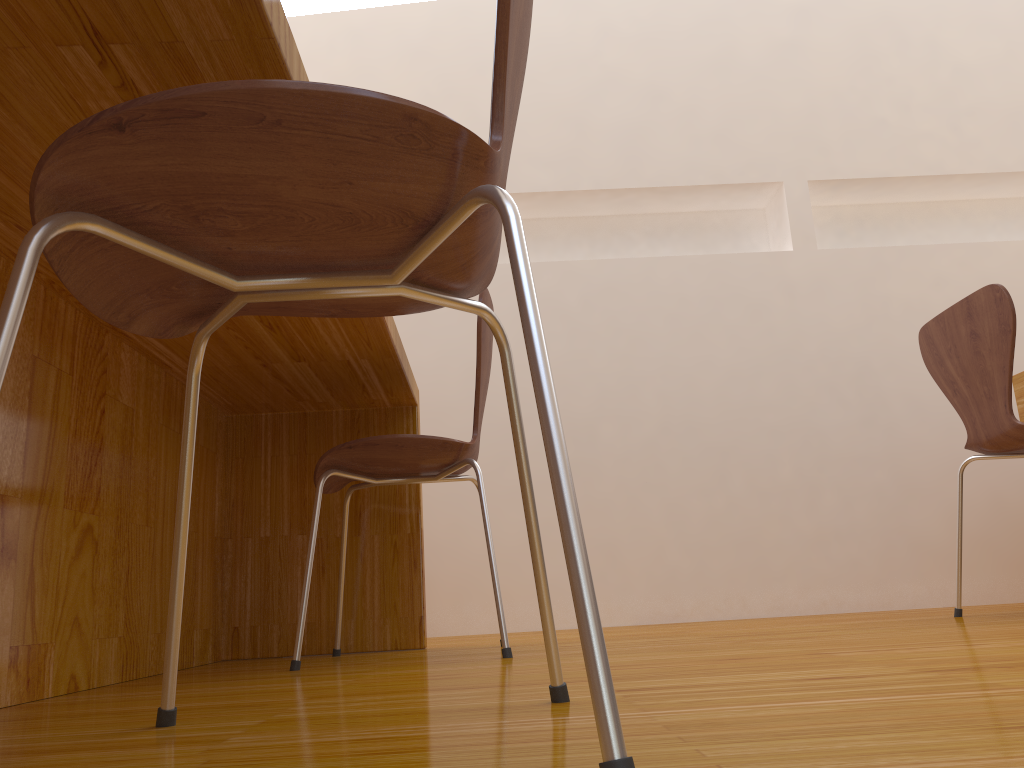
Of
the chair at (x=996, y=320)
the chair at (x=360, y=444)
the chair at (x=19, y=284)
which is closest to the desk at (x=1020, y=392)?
the chair at (x=996, y=320)

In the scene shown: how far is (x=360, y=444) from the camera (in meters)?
1.61

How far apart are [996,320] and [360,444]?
1.3m

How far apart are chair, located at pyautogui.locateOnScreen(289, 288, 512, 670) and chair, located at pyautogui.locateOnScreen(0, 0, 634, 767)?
0.71m

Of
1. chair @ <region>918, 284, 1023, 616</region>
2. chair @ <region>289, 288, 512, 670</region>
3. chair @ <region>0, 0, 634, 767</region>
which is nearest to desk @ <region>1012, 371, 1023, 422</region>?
chair @ <region>918, 284, 1023, 616</region>

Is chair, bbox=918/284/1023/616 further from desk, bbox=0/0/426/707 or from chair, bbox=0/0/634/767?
chair, bbox=0/0/634/767

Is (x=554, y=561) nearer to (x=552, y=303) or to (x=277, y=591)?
(x=552, y=303)

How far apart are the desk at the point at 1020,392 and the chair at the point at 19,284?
2.03m

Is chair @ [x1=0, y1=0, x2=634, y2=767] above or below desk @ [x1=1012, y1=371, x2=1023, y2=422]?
below

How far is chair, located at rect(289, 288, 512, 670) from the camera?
1.61m
